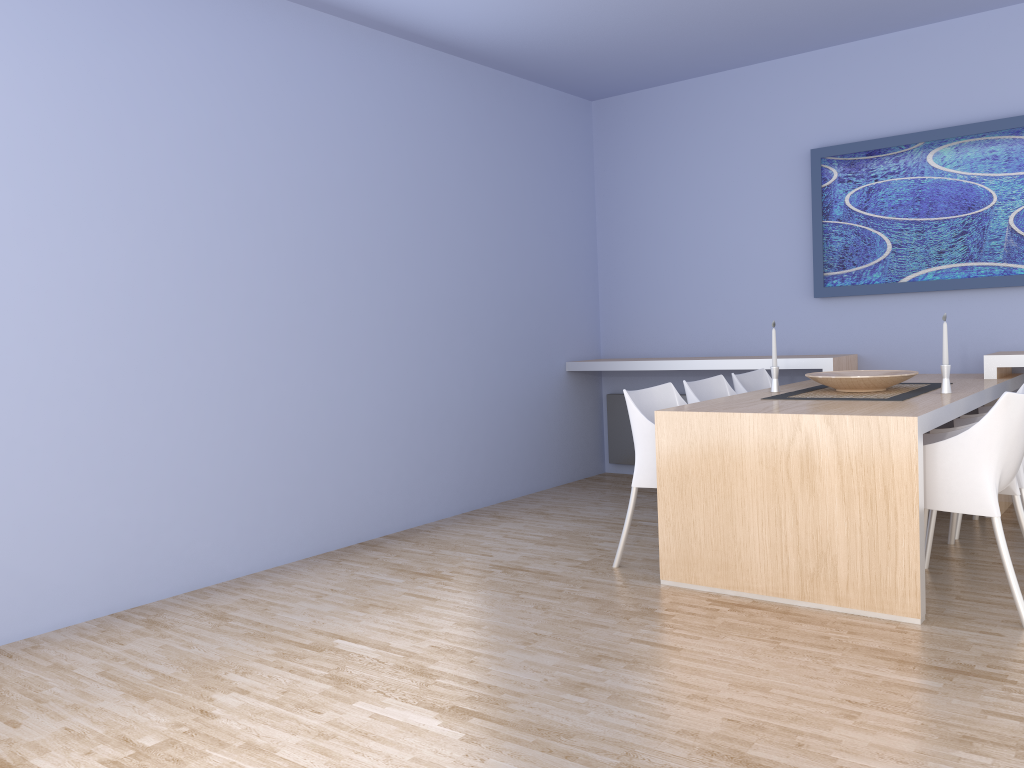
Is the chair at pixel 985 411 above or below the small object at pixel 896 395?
below

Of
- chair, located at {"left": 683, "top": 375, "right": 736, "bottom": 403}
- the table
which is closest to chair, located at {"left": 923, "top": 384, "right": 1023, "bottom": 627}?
the table

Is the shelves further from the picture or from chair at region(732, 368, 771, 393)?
the picture

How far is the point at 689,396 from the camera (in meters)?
4.33

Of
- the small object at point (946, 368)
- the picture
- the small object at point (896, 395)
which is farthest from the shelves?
the small object at point (946, 368)

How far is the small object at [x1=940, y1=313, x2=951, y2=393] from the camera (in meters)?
3.82

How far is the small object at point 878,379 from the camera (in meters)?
3.91

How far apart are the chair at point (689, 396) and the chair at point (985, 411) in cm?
124

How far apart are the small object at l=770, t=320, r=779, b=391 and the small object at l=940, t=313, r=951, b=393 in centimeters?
75cm

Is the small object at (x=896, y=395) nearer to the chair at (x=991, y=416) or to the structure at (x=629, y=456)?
the chair at (x=991, y=416)
